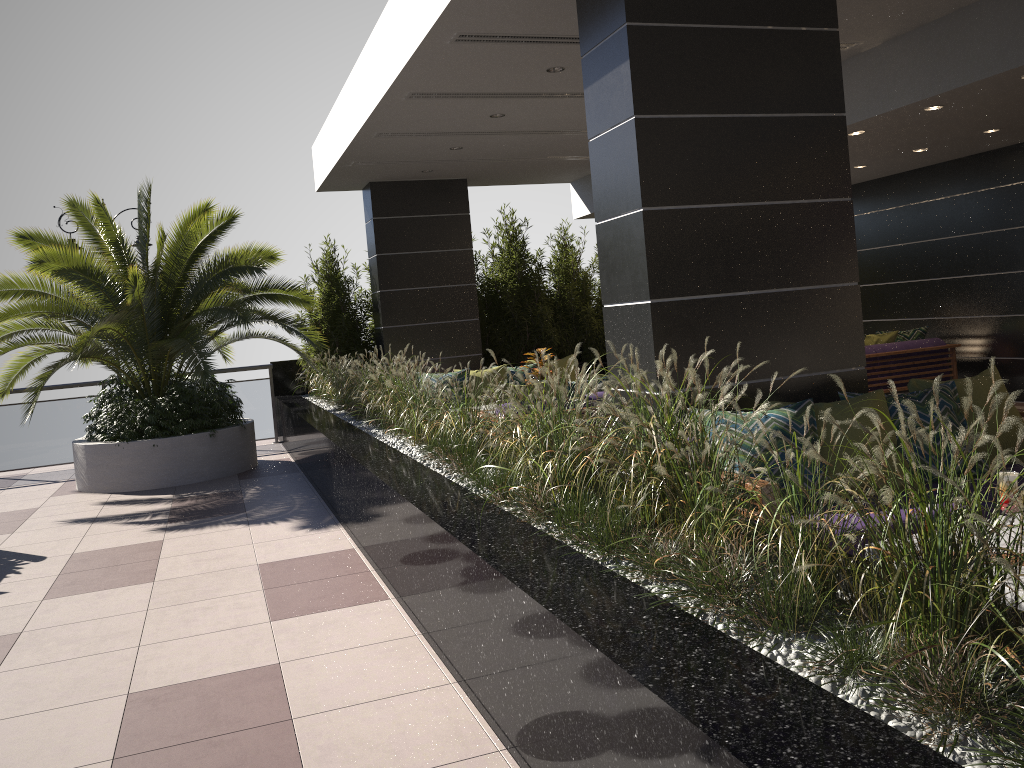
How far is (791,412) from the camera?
4.09m

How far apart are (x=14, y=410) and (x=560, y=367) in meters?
6.7

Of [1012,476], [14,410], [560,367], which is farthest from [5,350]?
[1012,476]

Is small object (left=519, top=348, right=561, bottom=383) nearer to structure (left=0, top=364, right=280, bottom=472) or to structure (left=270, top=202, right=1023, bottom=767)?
structure (left=270, top=202, right=1023, bottom=767)

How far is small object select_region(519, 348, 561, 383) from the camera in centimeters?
836cm

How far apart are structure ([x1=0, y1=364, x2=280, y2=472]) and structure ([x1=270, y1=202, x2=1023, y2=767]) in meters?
0.2 m

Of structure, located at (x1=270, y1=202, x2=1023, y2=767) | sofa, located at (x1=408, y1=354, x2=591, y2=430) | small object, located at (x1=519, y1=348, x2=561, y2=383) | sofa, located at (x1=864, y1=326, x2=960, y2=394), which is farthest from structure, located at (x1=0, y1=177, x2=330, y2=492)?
sofa, located at (x1=864, y1=326, x2=960, y2=394)

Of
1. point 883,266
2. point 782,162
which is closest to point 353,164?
point 782,162

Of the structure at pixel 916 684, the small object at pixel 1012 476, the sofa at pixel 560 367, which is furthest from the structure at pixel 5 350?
the small object at pixel 1012 476

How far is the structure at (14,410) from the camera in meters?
10.9
